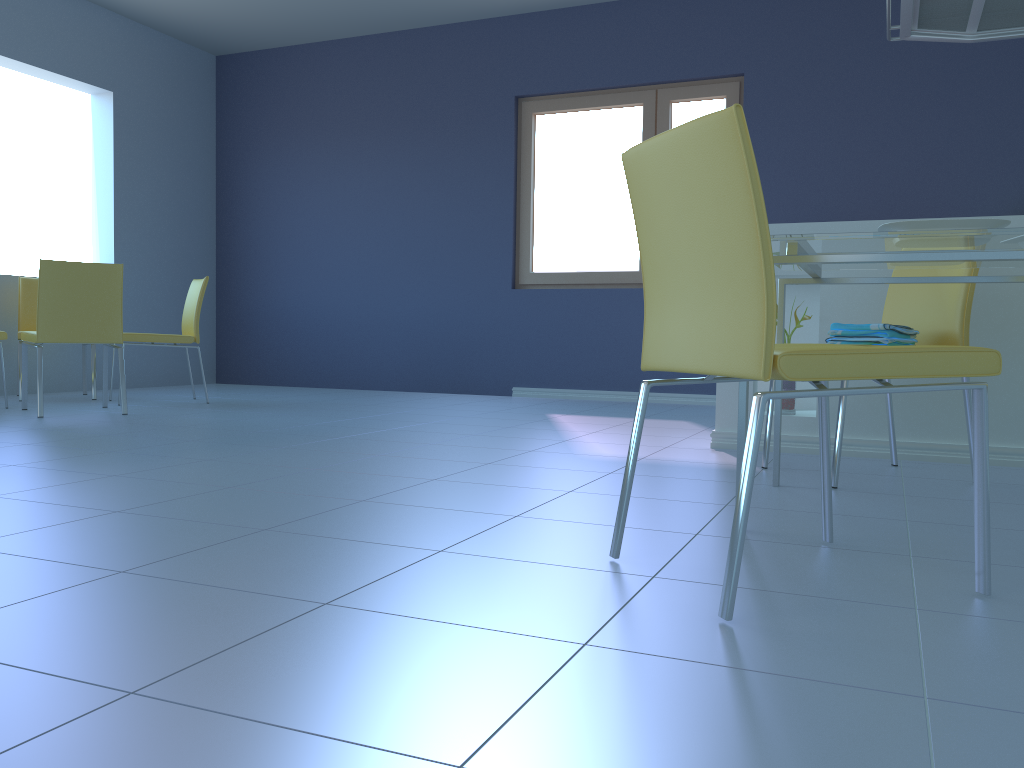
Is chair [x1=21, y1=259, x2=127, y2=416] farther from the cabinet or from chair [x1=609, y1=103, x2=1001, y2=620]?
chair [x1=609, y1=103, x2=1001, y2=620]

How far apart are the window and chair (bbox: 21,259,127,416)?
2.6m

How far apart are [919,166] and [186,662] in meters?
4.9

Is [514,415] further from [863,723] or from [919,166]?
[863,723]

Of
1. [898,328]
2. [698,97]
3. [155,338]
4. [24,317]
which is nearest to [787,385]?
[898,328]

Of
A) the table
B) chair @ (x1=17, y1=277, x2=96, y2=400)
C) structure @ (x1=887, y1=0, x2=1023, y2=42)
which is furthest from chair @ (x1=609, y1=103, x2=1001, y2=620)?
chair @ (x1=17, y1=277, x2=96, y2=400)

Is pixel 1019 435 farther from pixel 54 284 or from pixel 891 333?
pixel 54 284

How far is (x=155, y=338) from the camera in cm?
472

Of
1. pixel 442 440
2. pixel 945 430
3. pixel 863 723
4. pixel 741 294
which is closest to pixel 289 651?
pixel 863 723

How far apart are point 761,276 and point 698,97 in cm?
455
